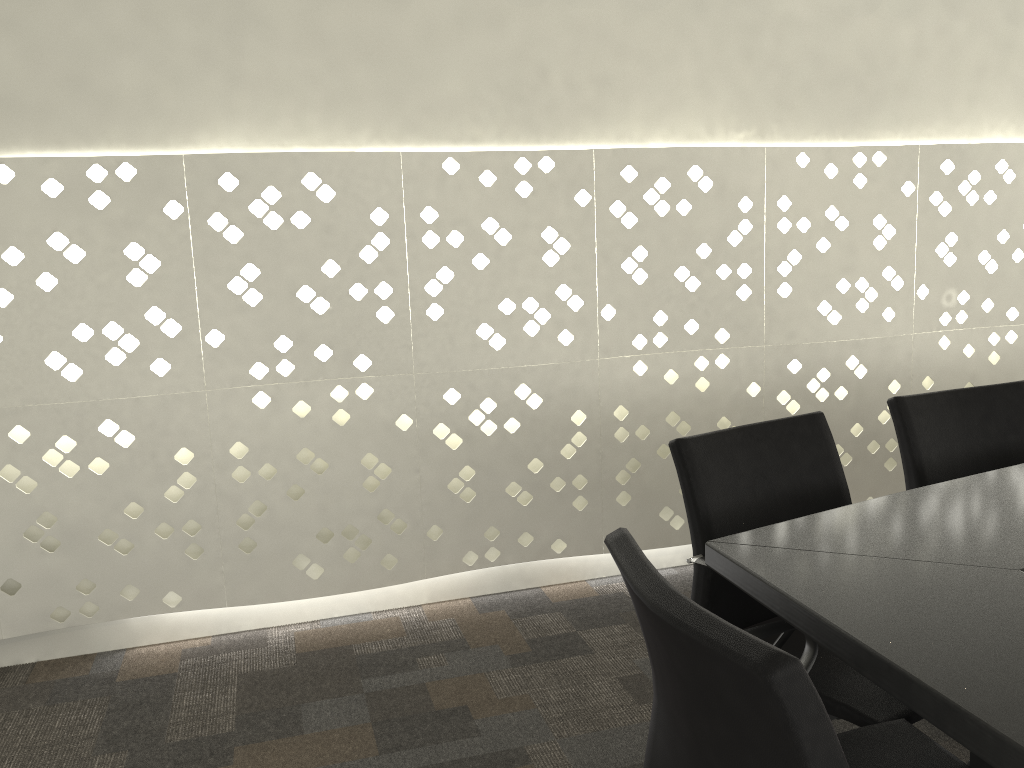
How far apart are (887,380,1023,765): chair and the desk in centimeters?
24cm

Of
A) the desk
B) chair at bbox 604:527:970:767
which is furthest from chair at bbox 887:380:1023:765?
chair at bbox 604:527:970:767

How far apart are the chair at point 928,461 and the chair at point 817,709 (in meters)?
0.74

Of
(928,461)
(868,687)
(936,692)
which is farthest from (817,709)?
(928,461)

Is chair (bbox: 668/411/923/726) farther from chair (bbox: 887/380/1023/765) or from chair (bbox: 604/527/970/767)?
chair (bbox: 887/380/1023/765)

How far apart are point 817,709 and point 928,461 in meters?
1.4 m

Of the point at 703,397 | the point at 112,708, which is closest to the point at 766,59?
the point at 703,397

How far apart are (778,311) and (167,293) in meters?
1.9 m

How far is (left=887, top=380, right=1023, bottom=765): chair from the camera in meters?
2.0

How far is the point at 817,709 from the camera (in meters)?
0.83
